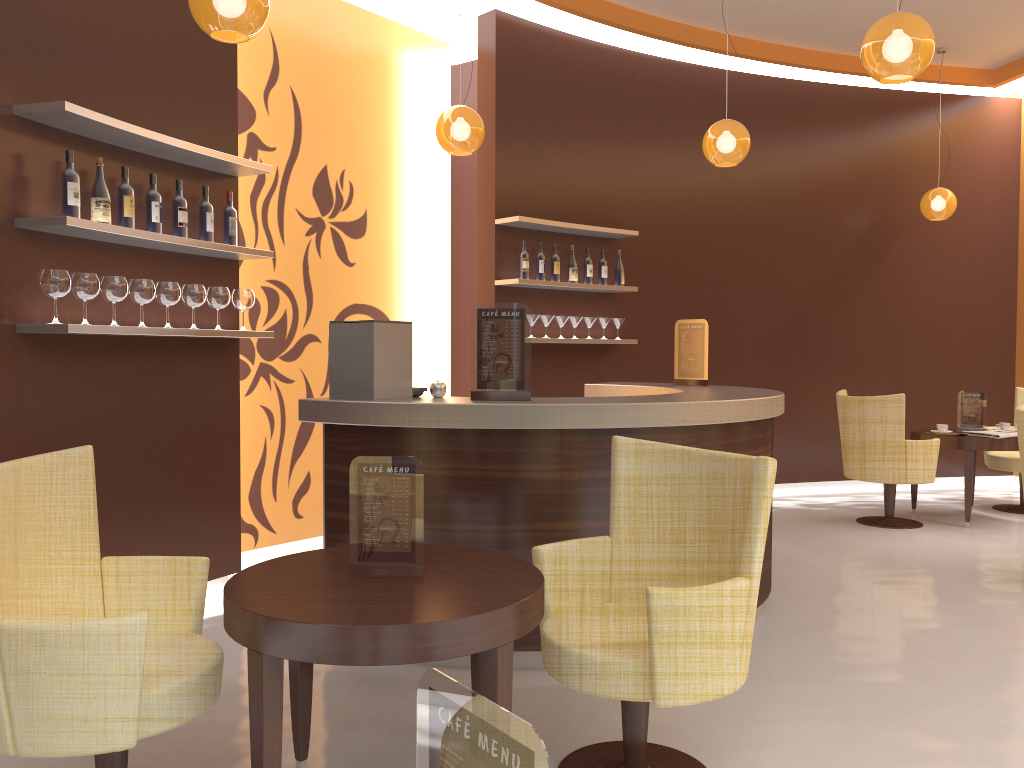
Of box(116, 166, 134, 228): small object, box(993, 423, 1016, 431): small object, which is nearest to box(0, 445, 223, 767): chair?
box(116, 166, 134, 228): small object

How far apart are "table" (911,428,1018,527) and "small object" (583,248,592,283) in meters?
2.9

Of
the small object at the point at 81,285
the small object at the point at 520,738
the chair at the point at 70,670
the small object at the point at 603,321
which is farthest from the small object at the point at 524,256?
the small object at the point at 520,738

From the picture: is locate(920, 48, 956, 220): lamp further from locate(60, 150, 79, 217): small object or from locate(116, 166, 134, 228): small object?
locate(60, 150, 79, 217): small object

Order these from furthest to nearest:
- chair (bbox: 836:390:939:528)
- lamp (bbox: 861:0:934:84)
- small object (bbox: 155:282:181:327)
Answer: chair (bbox: 836:390:939:528) < small object (bbox: 155:282:181:327) < lamp (bbox: 861:0:934:84)

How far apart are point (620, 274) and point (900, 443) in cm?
245

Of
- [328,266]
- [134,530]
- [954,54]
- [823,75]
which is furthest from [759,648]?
[954,54]

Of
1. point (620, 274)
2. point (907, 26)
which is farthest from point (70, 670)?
point (620, 274)

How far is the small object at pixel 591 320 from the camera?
6.95m

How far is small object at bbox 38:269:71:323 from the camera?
3.5 meters
